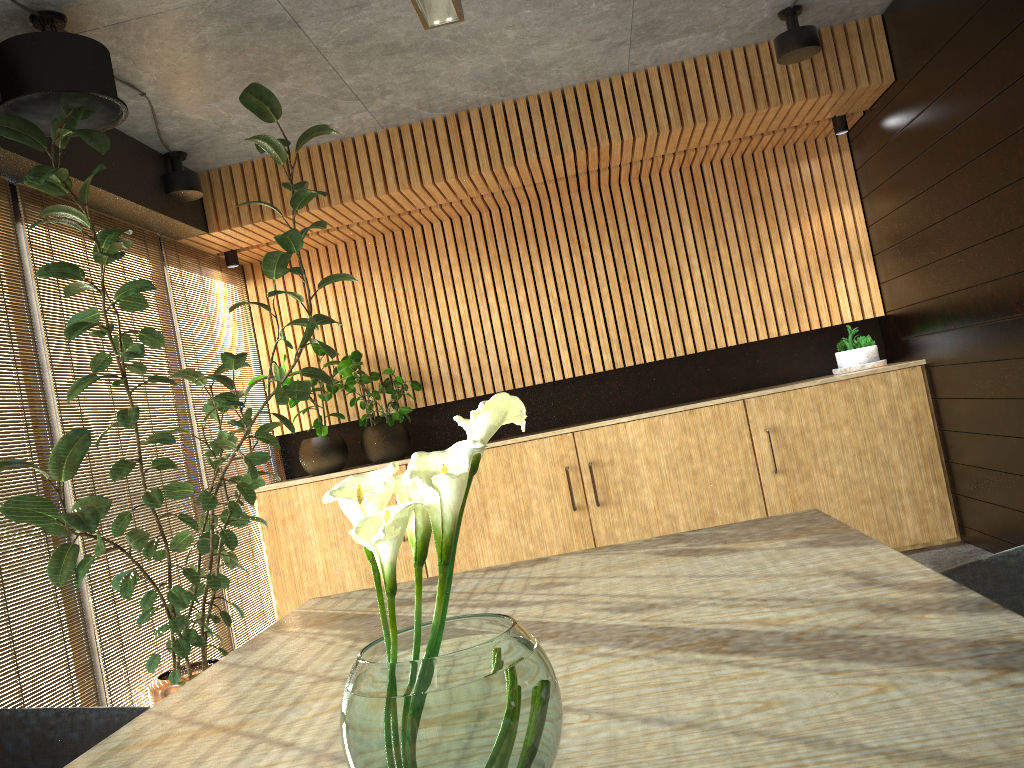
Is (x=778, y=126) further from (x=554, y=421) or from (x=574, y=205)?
(x=554, y=421)

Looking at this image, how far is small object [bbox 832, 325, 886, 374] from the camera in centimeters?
646cm

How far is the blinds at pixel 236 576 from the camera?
6.04m

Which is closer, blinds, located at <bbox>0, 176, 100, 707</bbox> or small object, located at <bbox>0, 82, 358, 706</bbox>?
small object, located at <bbox>0, 82, 358, 706</bbox>

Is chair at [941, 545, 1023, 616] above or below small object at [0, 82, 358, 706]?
below

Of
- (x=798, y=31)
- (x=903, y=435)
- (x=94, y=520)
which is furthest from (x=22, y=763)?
(x=903, y=435)

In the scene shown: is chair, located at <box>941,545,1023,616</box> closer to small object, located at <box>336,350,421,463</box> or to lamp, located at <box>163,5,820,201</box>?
lamp, located at <box>163,5,820,201</box>

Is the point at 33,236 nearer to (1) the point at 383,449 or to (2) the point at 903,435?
(1) the point at 383,449

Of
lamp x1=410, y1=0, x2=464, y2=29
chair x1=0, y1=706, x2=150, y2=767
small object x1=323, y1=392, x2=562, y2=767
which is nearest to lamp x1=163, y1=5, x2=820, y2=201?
lamp x1=410, y1=0, x2=464, y2=29

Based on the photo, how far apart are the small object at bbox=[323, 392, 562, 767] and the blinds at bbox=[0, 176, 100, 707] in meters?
3.3
